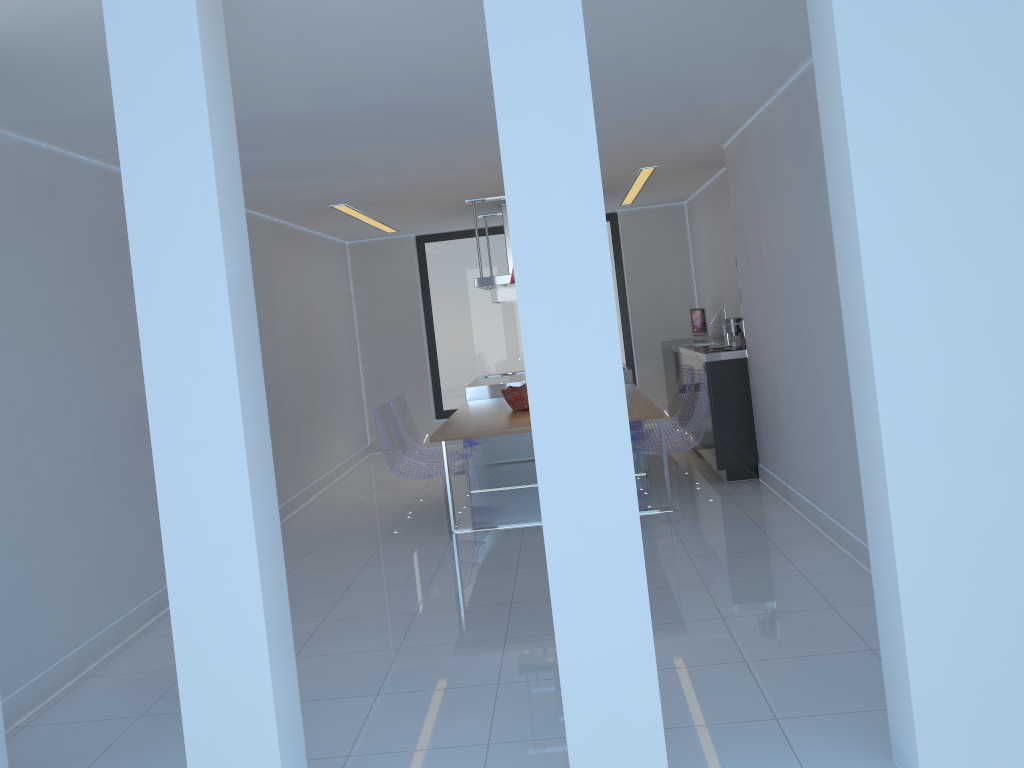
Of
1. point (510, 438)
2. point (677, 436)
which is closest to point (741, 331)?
point (677, 436)

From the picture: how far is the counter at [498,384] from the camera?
7.92m

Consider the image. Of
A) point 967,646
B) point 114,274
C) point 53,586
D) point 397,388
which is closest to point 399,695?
point 53,586

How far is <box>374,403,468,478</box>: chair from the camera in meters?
6.2

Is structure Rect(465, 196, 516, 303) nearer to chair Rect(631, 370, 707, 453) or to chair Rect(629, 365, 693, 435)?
chair Rect(629, 365, 693, 435)

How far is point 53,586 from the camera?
4.0 meters

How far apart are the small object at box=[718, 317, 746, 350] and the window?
3.6 meters

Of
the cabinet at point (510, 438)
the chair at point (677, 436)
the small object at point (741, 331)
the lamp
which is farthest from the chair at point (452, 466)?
the small object at point (741, 331)

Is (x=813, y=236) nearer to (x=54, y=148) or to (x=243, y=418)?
(x=243, y=418)

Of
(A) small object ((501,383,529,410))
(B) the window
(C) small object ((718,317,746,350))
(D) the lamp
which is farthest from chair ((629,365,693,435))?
(B) the window
